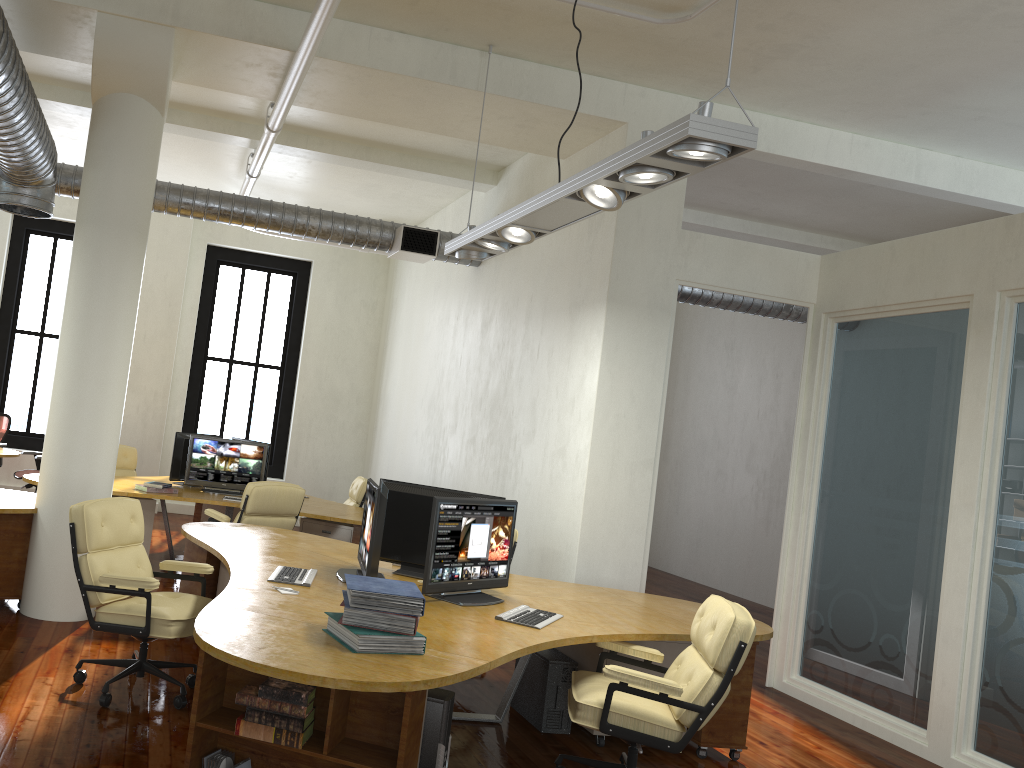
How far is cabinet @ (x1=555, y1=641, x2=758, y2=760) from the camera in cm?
495

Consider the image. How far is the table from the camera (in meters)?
10.28

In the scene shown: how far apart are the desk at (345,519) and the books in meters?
4.3 m

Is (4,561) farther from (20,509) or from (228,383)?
(228,383)

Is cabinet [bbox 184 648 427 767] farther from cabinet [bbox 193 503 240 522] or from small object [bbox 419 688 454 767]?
cabinet [bbox 193 503 240 522]

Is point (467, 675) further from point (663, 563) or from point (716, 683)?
point (663, 563)

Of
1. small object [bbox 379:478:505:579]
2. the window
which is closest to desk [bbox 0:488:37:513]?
small object [bbox 379:478:505:579]

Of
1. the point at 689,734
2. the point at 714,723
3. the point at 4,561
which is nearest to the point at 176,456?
the point at 4,561

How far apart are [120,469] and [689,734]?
7.6m

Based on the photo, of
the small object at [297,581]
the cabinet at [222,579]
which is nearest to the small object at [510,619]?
the small object at [297,581]
